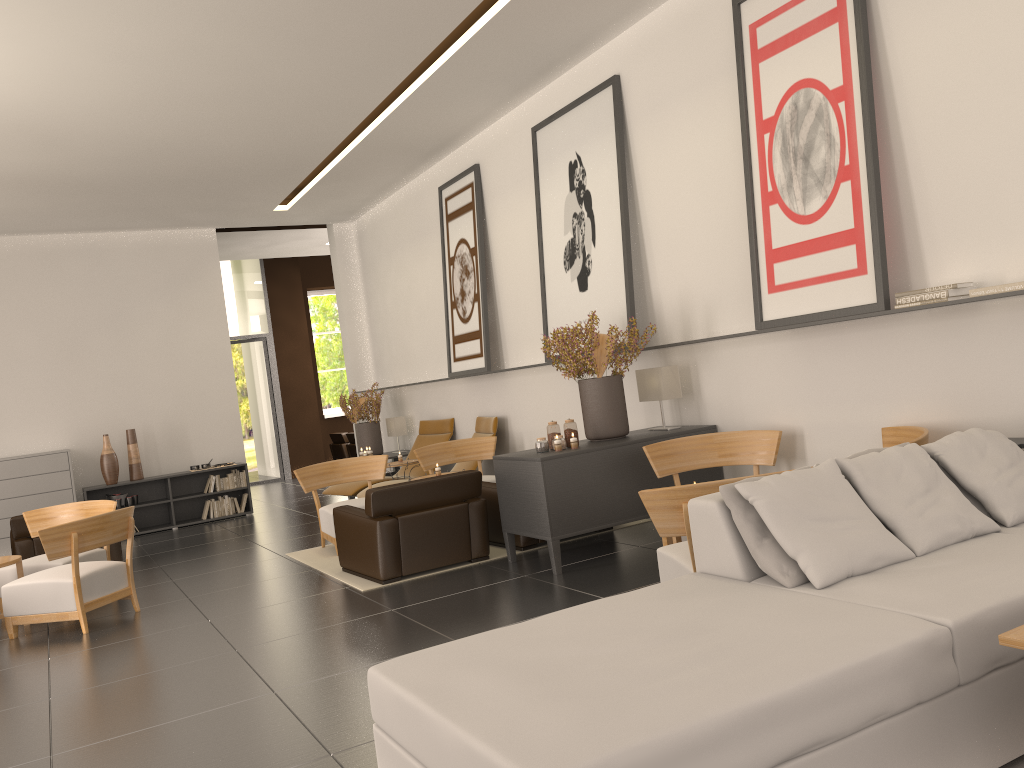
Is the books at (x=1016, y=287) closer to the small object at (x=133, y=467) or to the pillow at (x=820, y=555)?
the pillow at (x=820, y=555)

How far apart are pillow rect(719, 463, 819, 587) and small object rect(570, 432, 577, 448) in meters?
4.4

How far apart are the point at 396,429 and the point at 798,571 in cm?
1420

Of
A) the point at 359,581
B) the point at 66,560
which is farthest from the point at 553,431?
the point at 66,560

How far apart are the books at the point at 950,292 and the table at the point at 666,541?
2.8m

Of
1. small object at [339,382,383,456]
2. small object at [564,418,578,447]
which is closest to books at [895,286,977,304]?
small object at [564,418,578,447]

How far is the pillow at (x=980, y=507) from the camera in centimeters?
584cm

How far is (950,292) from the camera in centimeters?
718cm

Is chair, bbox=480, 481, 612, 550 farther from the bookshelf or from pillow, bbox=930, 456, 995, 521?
the bookshelf

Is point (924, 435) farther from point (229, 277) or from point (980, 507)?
point (229, 277)
